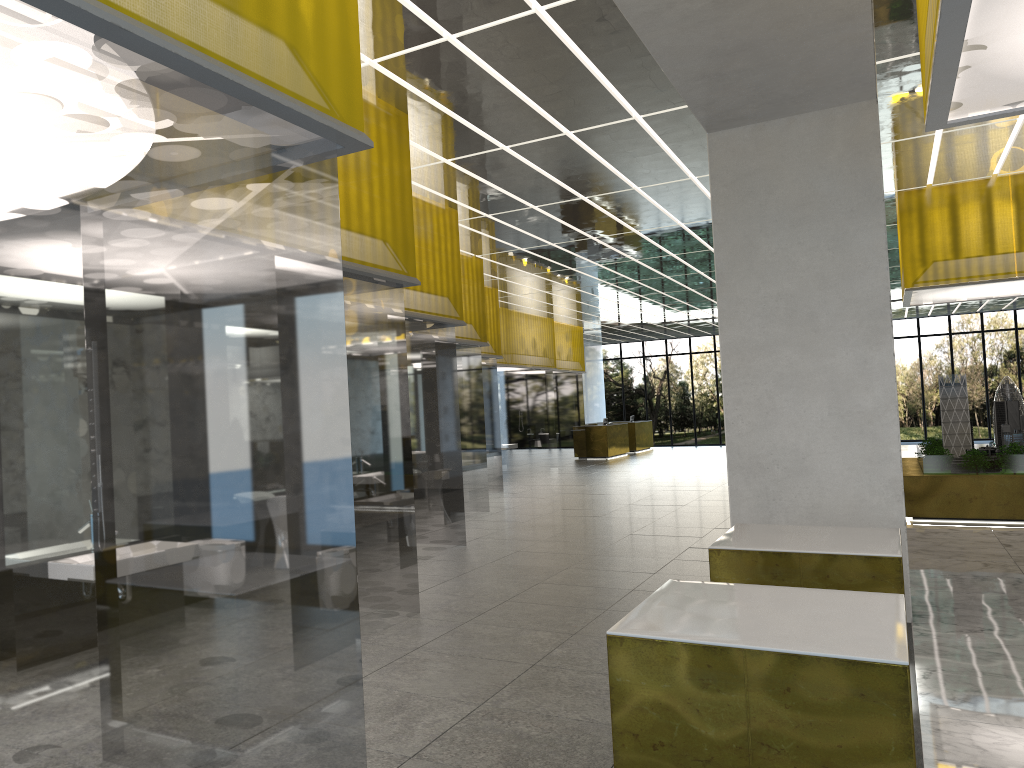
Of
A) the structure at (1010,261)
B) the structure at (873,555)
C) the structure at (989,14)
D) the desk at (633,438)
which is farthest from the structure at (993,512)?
the desk at (633,438)

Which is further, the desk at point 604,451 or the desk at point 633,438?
the desk at point 633,438

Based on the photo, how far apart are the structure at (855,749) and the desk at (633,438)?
39.20m

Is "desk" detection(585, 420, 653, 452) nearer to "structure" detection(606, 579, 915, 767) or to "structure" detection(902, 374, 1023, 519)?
"structure" detection(902, 374, 1023, 519)

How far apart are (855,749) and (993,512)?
14.4m

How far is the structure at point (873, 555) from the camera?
6.9 meters

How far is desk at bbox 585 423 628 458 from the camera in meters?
40.1

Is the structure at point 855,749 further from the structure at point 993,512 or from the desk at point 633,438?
the desk at point 633,438

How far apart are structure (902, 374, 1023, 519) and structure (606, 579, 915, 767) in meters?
12.9

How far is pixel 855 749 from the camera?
4.15m
